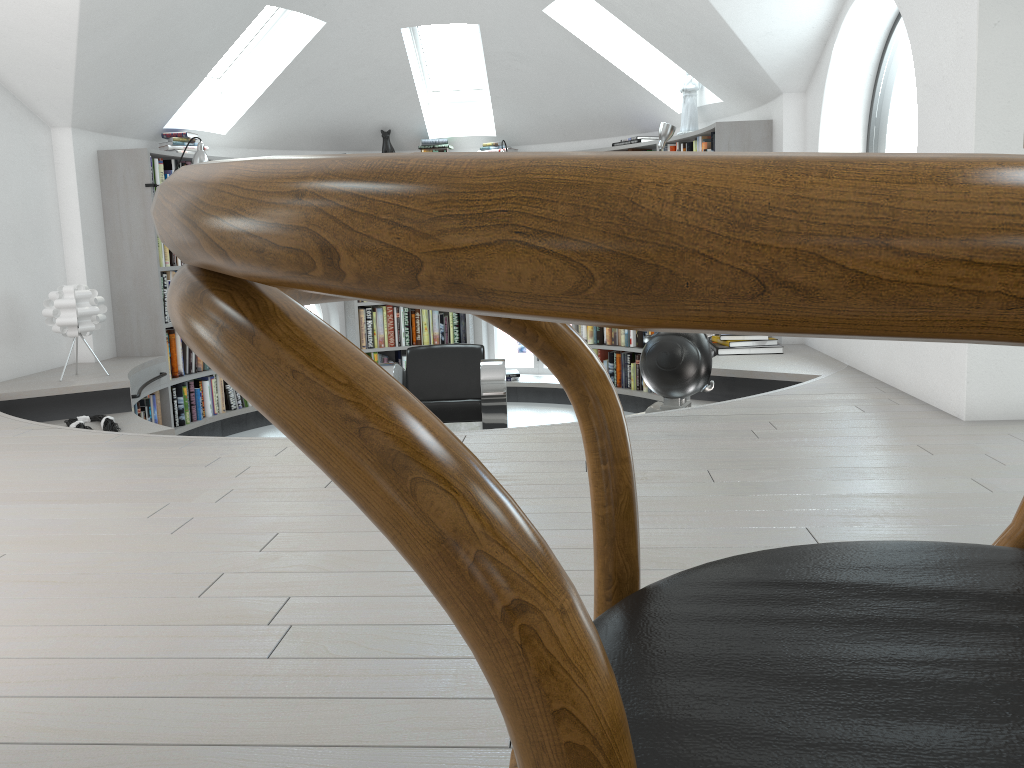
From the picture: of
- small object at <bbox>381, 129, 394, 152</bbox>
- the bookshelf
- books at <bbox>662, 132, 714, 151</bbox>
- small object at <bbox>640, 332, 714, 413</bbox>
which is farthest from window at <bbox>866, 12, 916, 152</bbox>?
small object at <bbox>381, 129, 394, 152</bbox>

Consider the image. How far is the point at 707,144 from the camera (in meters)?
5.80

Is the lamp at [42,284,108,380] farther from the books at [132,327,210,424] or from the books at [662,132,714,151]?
the books at [662,132,714,151]

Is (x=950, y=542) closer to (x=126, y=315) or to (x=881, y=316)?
(x=881, y=316)

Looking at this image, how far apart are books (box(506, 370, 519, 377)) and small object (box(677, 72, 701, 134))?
2.51m

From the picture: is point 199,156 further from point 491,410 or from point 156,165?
point 491,410

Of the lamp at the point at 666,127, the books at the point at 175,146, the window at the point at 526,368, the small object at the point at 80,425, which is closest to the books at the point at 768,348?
the lamp at the point at 666,127

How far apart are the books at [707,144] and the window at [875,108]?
1.1 meters

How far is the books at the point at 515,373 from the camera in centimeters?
762cm

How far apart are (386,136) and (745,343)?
3.7m
